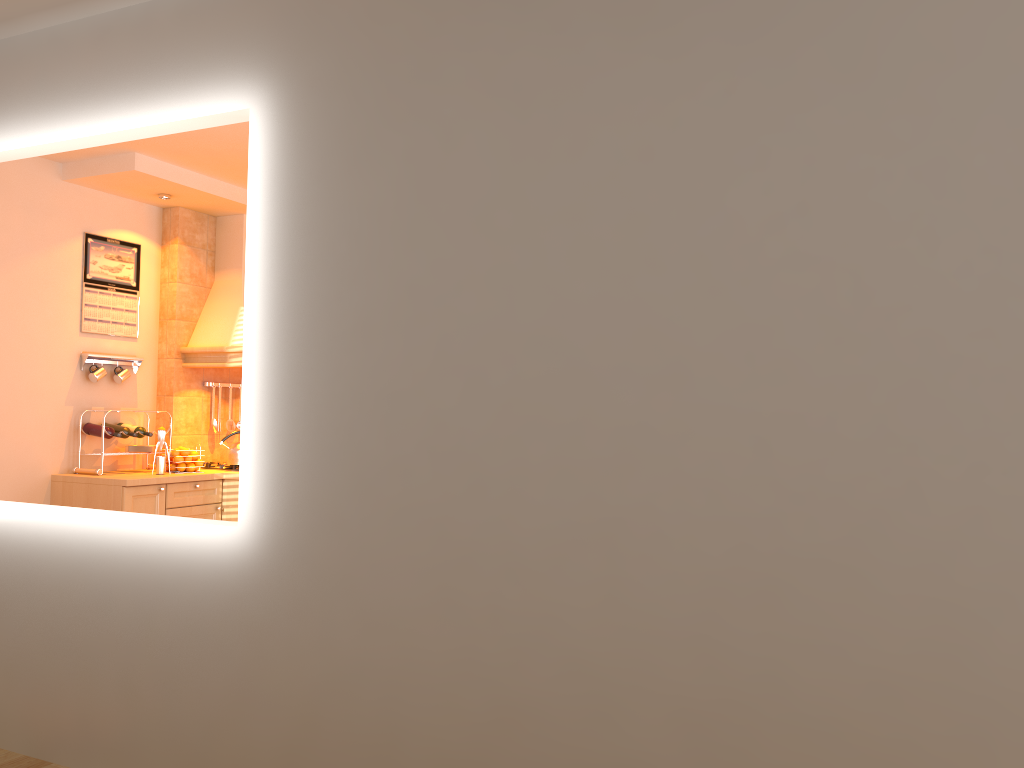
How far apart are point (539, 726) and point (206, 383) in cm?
431

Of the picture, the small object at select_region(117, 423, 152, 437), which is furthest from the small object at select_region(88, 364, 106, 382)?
the small object at select_region(117, 423, 152, 437)

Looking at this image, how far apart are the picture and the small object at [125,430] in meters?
0.6 m

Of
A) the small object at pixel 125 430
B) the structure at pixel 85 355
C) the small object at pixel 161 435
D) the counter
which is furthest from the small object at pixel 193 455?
the structure at pixel 85 355

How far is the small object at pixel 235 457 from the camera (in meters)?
5.67

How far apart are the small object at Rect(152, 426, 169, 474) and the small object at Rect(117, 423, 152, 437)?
0.2m

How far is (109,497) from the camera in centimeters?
493cm

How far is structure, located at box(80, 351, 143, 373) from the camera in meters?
5.3 m

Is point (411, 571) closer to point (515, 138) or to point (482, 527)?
point (482, 527)

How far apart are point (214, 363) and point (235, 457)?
0.6 meters
